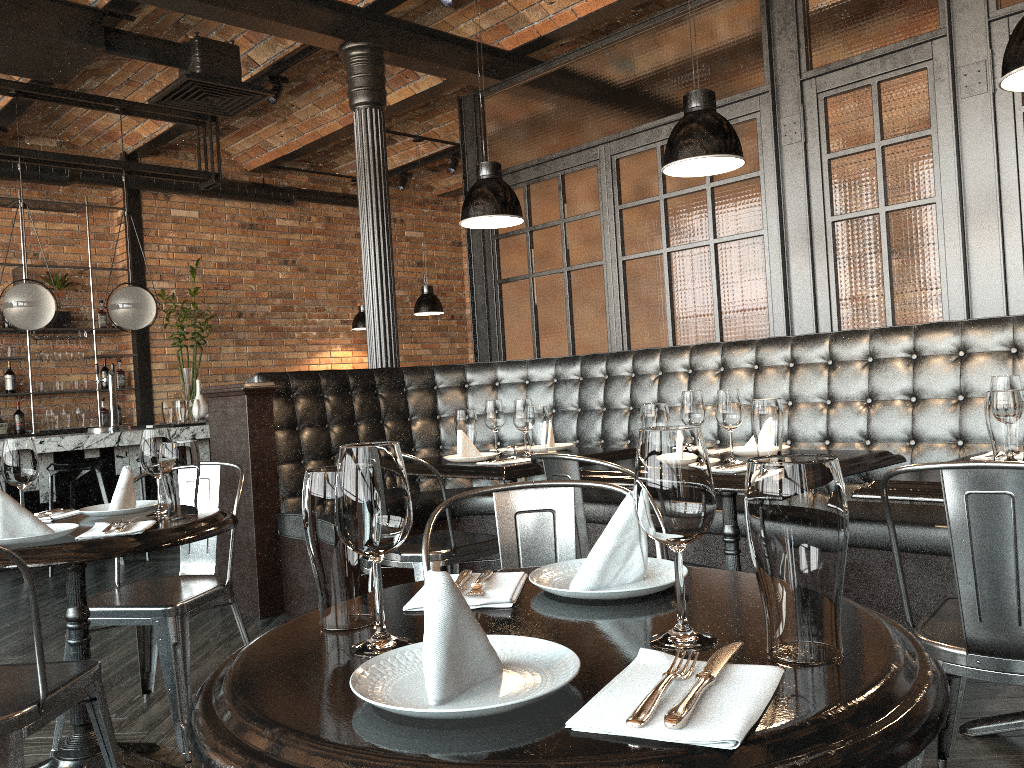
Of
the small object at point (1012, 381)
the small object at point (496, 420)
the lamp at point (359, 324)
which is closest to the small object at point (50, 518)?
the small object at point (496, 420)

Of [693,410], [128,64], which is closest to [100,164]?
[128,64]

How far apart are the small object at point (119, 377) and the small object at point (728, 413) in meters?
7.1

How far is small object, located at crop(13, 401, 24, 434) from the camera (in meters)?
7.89

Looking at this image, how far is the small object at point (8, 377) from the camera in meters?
7.9

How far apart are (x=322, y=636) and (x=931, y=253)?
3.6m

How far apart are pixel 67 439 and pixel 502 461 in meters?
4.1 m

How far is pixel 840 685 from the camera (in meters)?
0.84

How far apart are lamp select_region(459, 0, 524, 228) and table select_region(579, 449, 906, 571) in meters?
1.2

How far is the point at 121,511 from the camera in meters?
2.5 m
